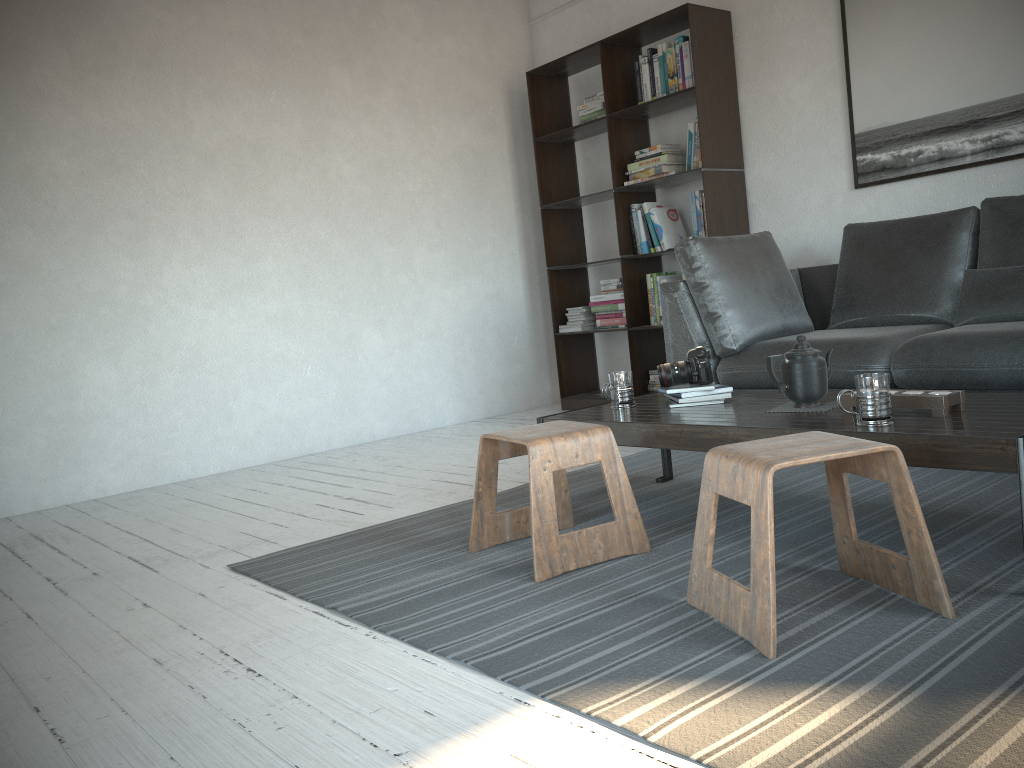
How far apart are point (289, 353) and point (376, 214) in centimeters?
99cm

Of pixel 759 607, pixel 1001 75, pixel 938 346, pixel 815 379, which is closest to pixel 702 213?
pixel 1001 75

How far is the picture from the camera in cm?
373

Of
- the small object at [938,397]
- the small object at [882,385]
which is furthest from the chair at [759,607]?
the small object at [938,397]

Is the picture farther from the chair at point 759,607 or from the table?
the chair at point 759,607

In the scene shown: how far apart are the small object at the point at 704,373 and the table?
0.07m

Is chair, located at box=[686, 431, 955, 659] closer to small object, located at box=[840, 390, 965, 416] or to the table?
the table

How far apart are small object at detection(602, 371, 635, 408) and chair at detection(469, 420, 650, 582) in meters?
0.3

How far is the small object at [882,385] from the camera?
2.0 meters

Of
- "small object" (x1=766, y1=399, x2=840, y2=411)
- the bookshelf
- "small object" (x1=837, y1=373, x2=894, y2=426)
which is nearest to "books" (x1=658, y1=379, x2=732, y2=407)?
"small object" (x1=766, y1=399, x2=840, y2=411)
